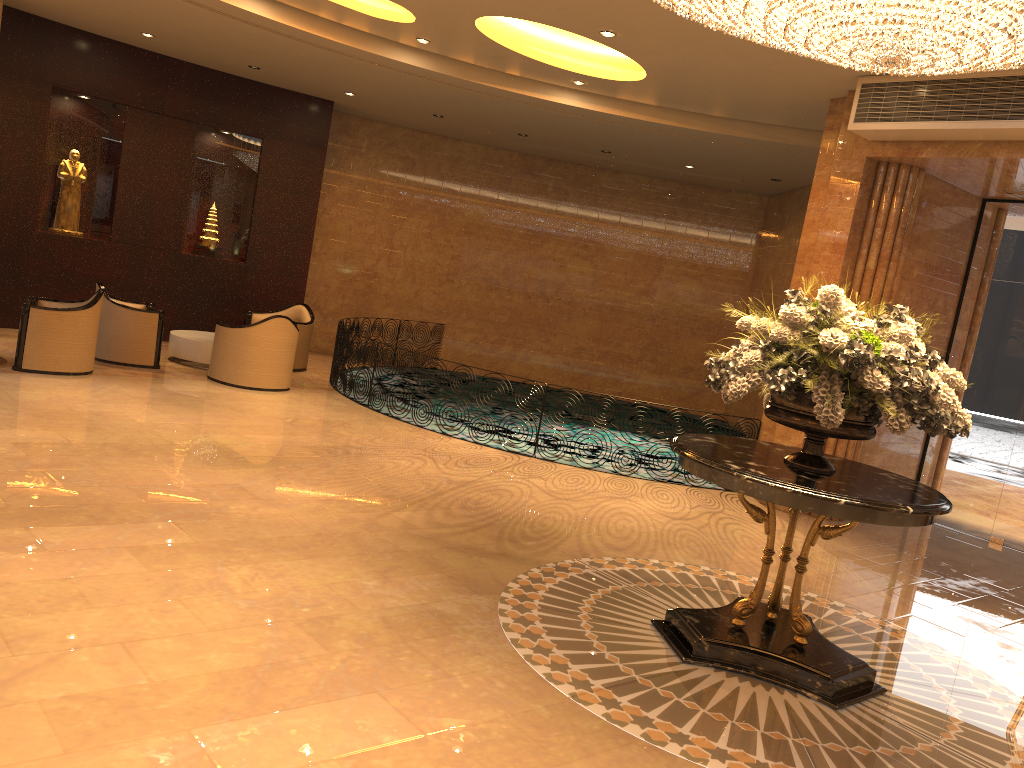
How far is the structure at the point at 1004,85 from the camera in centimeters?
715cm

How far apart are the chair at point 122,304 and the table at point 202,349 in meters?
0.4 m

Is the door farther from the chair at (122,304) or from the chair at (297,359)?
the chair at (122,304)

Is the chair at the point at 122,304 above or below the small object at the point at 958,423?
below

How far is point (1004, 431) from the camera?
9.24m

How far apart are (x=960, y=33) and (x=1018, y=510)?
6.5m

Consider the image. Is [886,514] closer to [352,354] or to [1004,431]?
[1004,431]

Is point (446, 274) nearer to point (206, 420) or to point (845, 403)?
point (206, 420)

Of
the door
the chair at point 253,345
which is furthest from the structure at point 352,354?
the door

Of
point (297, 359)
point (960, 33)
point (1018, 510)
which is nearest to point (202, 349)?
point (297, 359)
